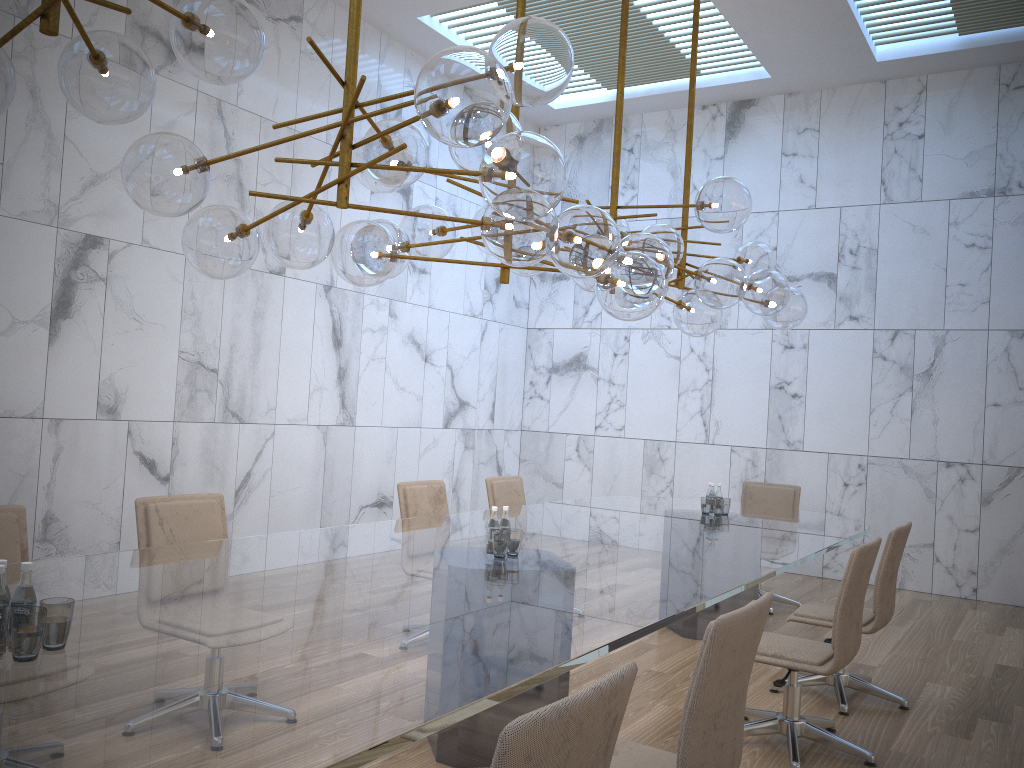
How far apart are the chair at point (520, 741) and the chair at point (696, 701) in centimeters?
54cm

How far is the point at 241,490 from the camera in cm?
718

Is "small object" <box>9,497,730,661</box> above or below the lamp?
below

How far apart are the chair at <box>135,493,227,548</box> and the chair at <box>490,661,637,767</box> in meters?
2.8

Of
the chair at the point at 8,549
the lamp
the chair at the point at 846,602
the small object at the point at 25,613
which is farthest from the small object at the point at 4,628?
the chair at the point at 8,549

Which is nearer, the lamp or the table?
the table

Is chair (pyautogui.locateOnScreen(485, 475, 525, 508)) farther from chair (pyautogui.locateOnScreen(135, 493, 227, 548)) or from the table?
chair (pyautogui.locateOnScreen(135, 493, 227, 548))

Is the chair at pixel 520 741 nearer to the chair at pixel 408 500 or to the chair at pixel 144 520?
the chair at pixel 144 520

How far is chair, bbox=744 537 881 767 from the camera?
3.84m

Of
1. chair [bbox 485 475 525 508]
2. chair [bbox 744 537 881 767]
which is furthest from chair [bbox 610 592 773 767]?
chair [bbox 485 475 525 508]
